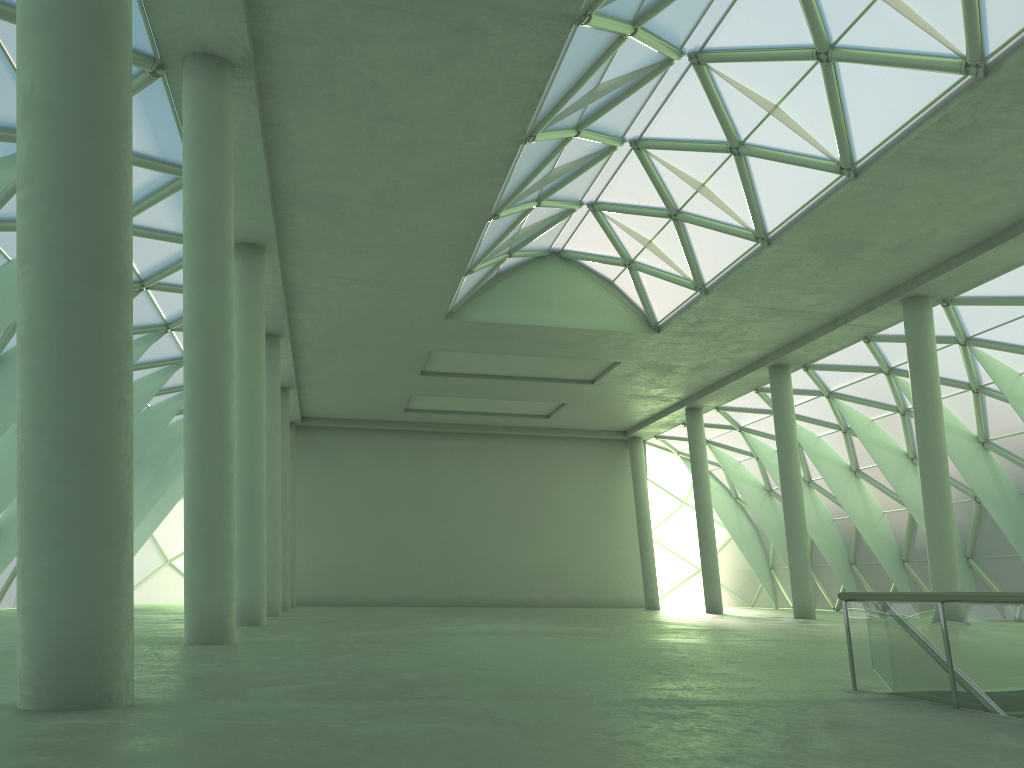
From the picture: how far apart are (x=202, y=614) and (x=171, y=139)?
12.20m
